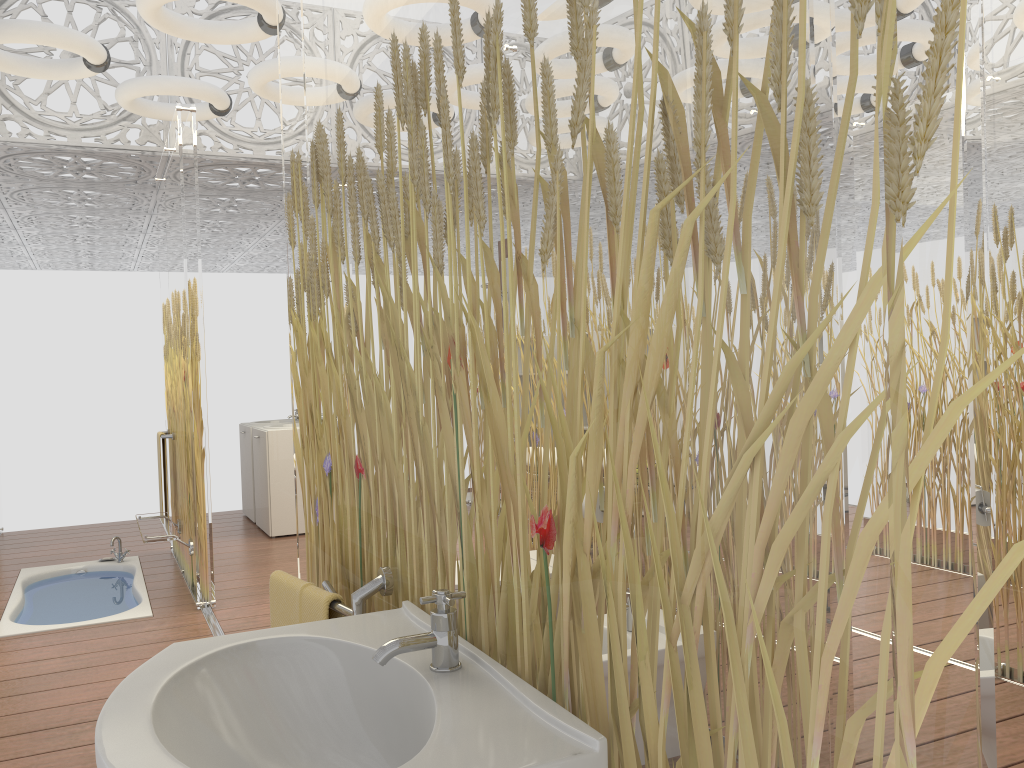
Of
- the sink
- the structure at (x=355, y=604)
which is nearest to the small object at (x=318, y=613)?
the structure at (x=355, y=604)

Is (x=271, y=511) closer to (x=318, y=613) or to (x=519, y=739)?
(x=318, y=613)

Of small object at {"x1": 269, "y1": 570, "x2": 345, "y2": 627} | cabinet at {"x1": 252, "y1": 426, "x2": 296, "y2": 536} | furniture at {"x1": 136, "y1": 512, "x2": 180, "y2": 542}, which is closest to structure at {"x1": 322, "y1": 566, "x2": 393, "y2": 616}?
small object at {"x1": 269, "y1": 570, "x2": 345, "y2": 627}

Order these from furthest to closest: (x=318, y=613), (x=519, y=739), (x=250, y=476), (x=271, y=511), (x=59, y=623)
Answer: (x=250, y=476)
(x=271, y=511)
(x=59, y=623)
(x=318, y=613)
(x=519, y=739)

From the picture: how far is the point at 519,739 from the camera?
0.9 meters

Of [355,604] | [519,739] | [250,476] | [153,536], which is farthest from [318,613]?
[250,476]

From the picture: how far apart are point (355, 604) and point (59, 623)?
3.87m

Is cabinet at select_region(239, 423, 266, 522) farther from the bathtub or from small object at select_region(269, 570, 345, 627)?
small object at select_region(269, 570, 345, 627)

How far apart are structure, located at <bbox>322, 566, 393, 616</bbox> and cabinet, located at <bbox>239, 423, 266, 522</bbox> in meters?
5.7

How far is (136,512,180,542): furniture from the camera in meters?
4.6 m
